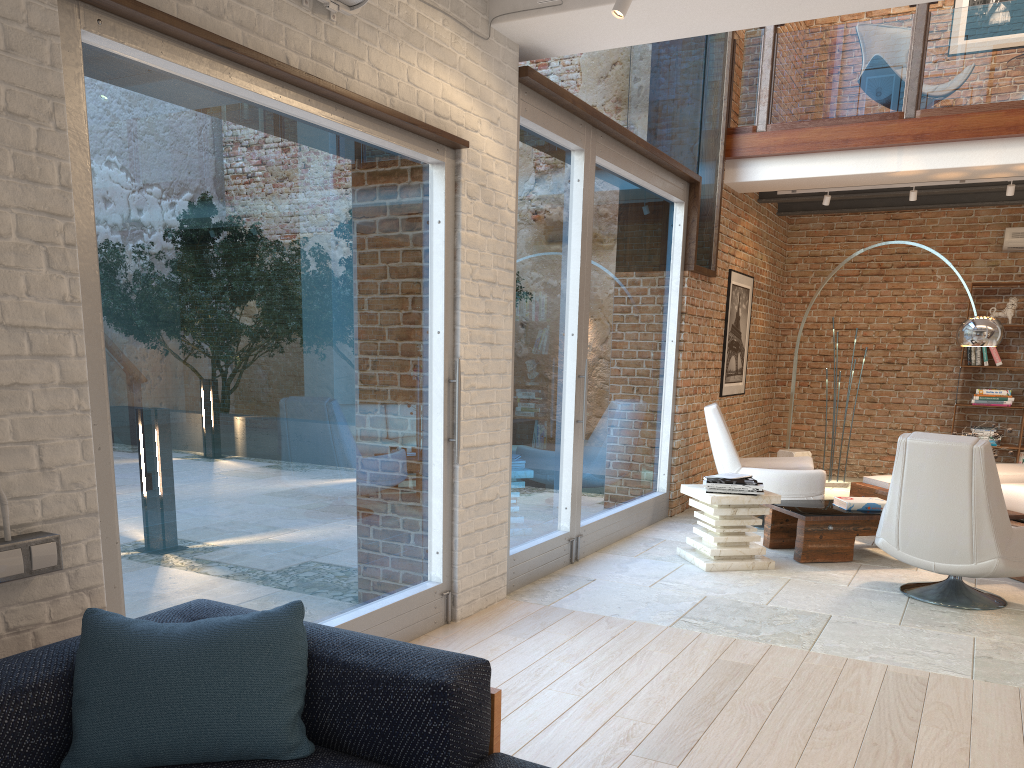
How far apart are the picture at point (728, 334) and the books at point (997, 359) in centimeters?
268cm

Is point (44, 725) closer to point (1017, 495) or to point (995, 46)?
point (1017, 495)

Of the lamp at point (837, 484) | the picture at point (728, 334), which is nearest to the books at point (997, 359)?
the lamp at point (837, 484)

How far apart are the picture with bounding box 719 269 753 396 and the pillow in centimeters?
684cm

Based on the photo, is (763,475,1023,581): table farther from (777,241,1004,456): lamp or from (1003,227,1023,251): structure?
(1003,227,1023,251): structure

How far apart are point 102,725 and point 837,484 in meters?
8.8 m

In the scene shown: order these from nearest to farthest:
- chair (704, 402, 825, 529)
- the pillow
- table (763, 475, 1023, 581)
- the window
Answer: the pillow → the window → table (763, 475, 1023, 581) → chair (704, 402, 825, 529)

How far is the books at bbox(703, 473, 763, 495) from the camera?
5.6m

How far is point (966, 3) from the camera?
9.57m

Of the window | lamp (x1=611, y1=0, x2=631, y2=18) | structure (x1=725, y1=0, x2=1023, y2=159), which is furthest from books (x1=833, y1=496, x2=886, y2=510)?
lamp (x1=611, y1=0, x2=631, y2=18)
